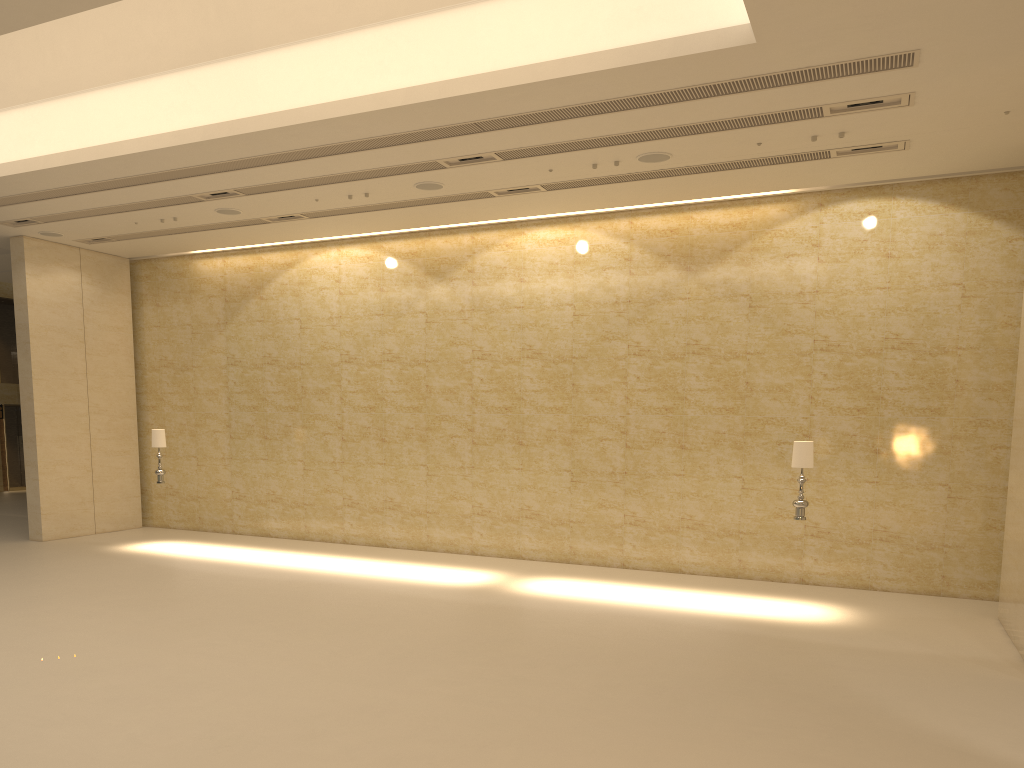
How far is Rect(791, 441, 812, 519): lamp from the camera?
11.62m

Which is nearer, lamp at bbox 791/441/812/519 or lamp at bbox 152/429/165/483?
lamp at bbox 791/441/812/519

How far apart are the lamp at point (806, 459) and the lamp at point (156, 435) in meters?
11.0 m

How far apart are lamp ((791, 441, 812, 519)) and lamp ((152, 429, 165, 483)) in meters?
11.0

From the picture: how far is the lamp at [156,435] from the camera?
15.9 meters

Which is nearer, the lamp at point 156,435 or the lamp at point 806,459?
the lamp at point 806,459

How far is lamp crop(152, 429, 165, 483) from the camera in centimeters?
1590cm

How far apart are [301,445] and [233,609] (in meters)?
6.75
